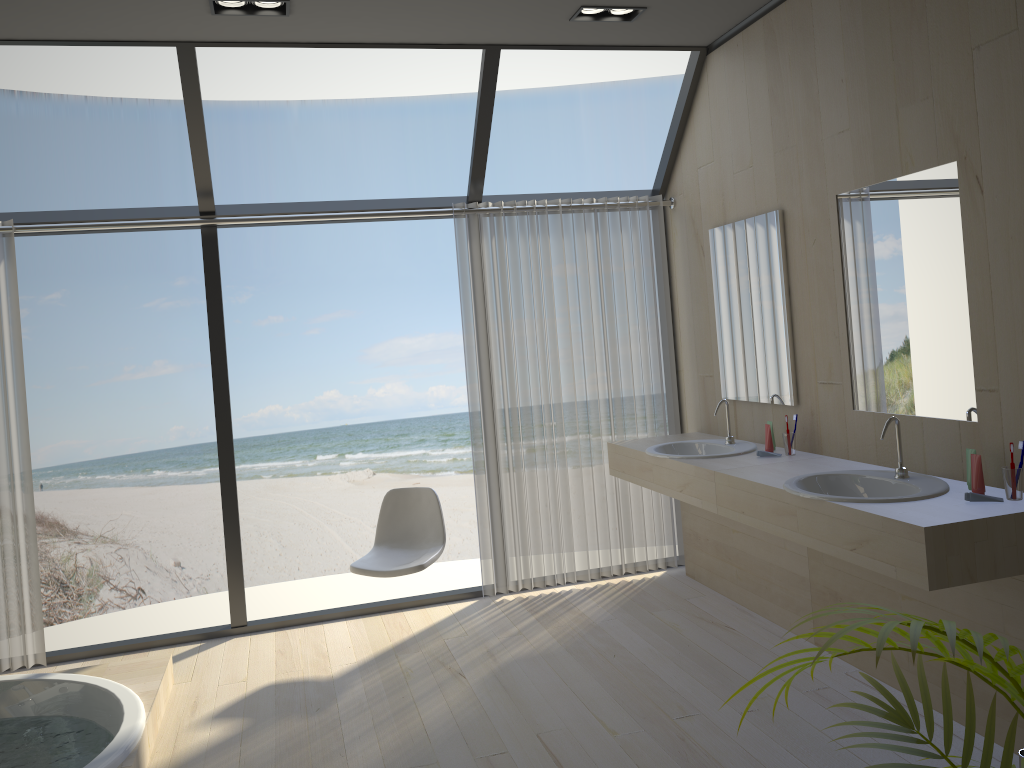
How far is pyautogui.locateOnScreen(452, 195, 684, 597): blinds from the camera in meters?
4.7 m

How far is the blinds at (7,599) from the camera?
4.1 meters

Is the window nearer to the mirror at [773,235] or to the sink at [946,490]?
the mirror at [773,235]

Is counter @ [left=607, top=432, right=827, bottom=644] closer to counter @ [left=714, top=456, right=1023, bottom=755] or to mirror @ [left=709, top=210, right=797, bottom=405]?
counter @ [left=714, top=456, right=1023, bottom=755]

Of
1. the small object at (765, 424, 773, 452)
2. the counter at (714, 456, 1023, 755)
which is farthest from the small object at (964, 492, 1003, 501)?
the small object at (765, 424, 773, 452)

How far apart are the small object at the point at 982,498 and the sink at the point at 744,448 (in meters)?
1.33

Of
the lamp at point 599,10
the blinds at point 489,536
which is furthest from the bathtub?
the lamp at point 599,10

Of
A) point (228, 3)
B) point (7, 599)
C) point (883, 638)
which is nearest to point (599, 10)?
point (228, 3)

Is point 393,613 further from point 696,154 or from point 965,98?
point 965,98

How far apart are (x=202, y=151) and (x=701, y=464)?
2.7m
